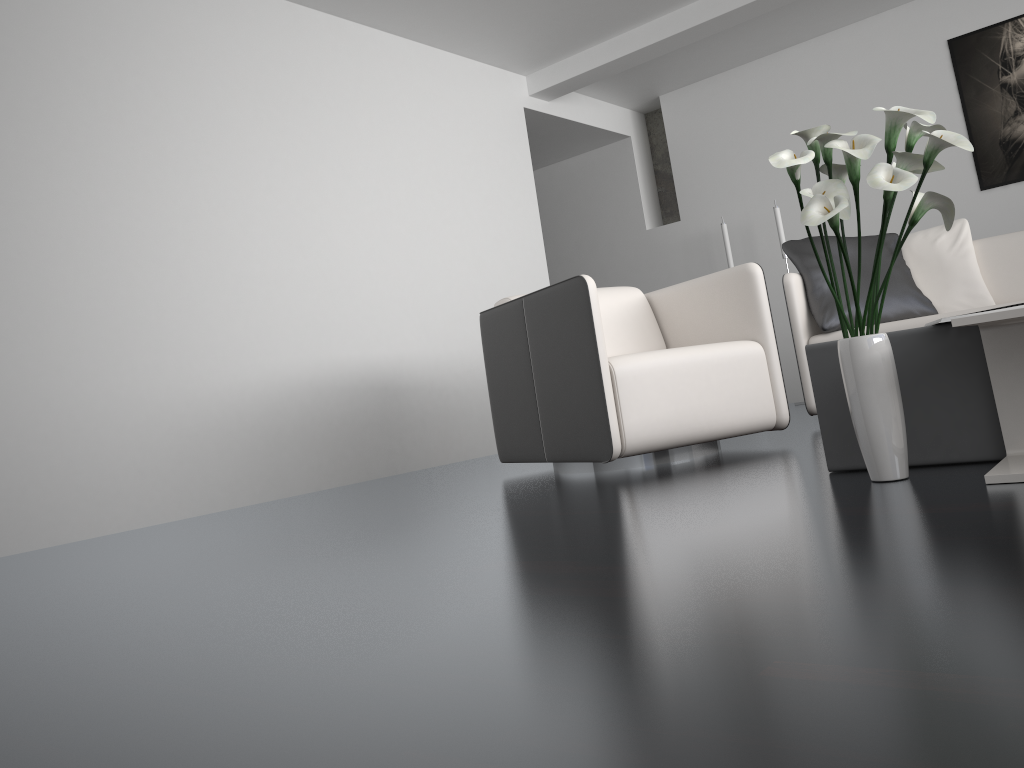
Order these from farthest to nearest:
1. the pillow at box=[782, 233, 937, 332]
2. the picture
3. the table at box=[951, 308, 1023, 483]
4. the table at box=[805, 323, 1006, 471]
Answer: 1. the picture
2. the pillow at box=[782, 233, 937, 332]
3. the table at box=[805, 323, 1006, 471]
4. the table at box=[951, 308, 1023, 483]

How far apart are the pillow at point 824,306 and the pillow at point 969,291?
0.1 meters

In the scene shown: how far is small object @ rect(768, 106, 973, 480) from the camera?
1.7 meters

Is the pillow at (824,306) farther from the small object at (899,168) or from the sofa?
the small object at (899,168)

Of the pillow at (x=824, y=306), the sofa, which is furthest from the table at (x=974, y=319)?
the pillow at (x=824, y=306)

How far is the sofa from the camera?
3.7m

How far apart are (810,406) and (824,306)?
0.42m

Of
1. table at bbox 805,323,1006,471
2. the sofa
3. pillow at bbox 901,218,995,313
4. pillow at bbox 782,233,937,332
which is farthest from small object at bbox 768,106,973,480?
pillow at bbox 901,218,995,313

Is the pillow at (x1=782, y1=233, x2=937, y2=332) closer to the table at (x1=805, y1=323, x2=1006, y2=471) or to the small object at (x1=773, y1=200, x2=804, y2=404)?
the table at (x1=805, y1=323, x2=1006, y2=471)

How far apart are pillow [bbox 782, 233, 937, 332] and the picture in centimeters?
196cm
